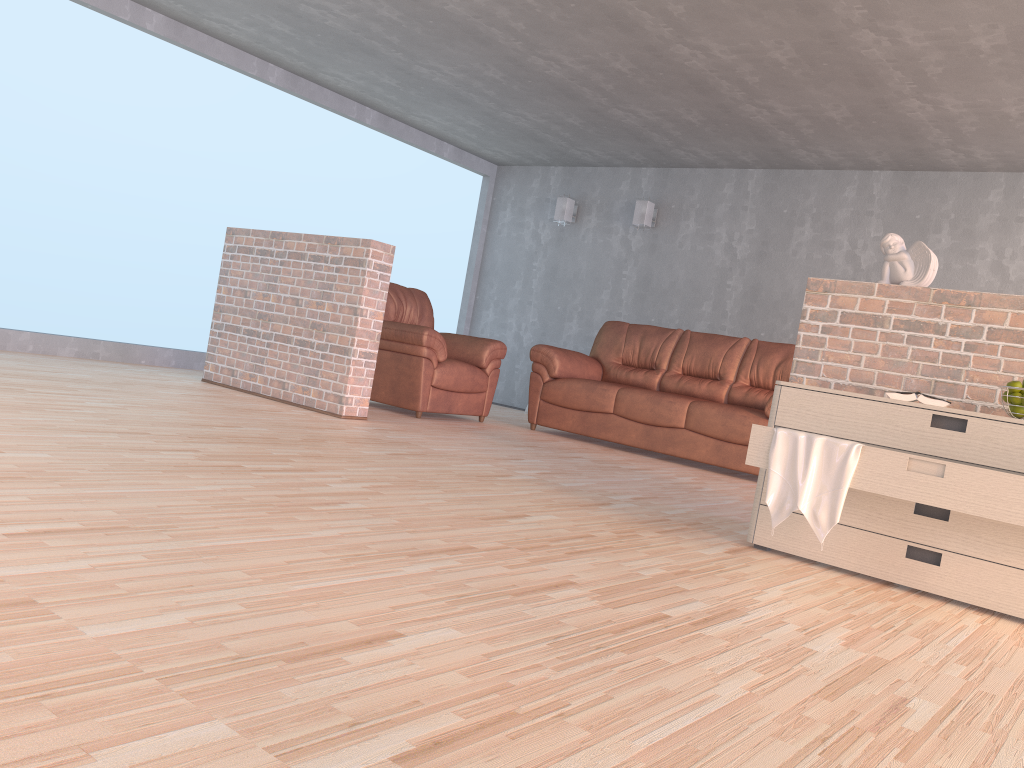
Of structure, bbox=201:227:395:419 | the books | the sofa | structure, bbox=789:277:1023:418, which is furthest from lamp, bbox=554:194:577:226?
the books

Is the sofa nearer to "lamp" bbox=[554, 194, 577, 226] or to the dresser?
"lamp" bbox=[554, 194, 577, 226]

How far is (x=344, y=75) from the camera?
7.0 meters

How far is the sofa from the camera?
5.85m

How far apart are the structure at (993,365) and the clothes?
0.7 meters

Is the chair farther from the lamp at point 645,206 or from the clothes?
the clothes

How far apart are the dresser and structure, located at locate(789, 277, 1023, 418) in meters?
0.4

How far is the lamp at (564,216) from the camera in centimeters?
858cm

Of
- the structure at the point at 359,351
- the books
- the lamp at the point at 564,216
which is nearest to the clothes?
the books

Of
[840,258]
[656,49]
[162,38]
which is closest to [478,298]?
[840,258]
